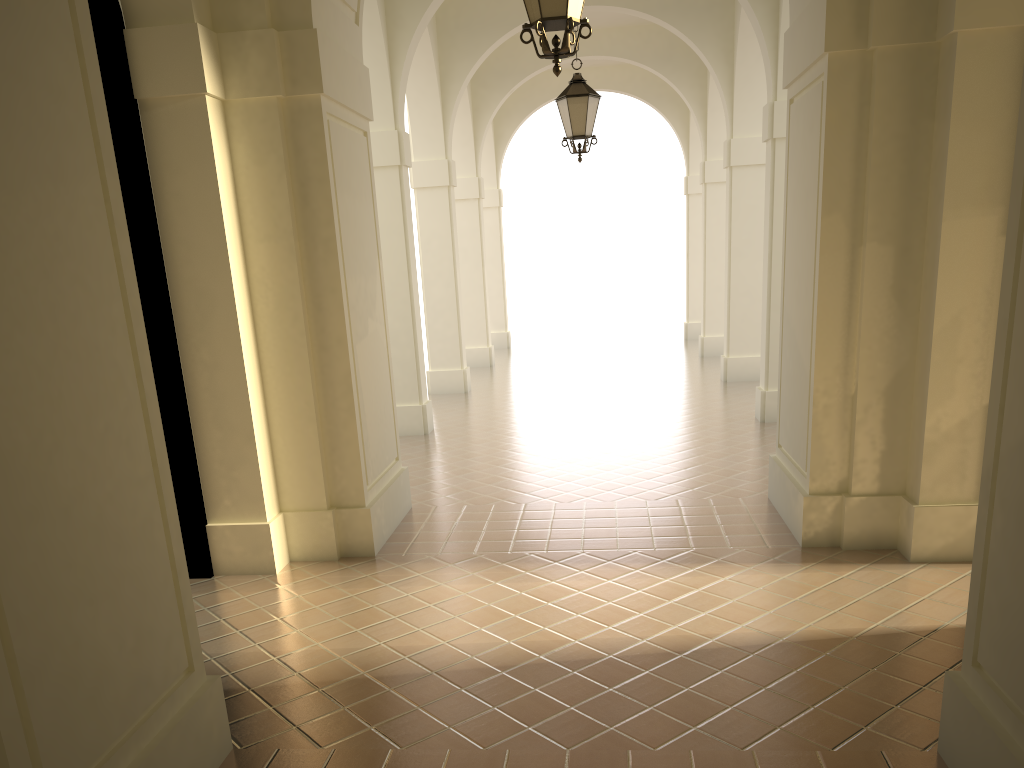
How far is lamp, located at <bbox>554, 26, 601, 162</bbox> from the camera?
9.8m

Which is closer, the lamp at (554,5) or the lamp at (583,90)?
the lamp at (554,5)

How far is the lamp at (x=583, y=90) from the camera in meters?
9.8 m

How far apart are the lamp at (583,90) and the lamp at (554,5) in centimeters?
474cm

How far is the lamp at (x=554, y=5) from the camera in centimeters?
492cm

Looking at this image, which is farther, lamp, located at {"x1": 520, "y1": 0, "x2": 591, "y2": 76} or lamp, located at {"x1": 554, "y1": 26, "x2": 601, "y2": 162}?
lamp, located at {"x1": 554, "y1": 26, "x2": 601, "y2": 162}

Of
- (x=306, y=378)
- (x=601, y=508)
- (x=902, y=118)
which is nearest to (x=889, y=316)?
(x=902, y=118)

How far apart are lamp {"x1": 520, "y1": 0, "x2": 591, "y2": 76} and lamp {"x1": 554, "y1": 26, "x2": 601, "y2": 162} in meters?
4.7 m

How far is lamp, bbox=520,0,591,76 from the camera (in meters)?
4.92
